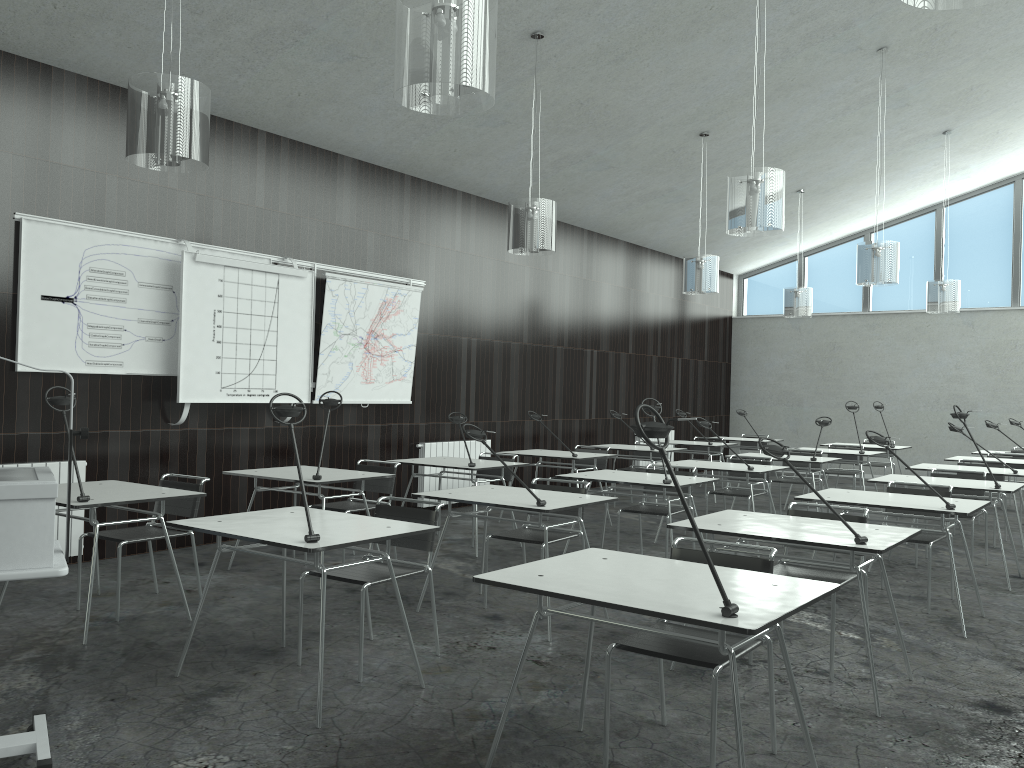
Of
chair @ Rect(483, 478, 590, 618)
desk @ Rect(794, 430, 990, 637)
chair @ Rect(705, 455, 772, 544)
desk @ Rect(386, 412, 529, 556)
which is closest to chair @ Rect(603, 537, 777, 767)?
chair @ Rect(483, 478, 590, 618)

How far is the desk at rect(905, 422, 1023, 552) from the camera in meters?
7.0

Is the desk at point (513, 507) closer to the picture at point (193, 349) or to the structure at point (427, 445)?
the picture at point (193, 349)

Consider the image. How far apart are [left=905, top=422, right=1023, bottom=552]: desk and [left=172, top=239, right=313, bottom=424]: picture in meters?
5.2

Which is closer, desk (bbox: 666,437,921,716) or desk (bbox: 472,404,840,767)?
desk (bbox: 472,404,840,767)

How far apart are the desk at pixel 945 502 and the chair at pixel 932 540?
0.2 meters

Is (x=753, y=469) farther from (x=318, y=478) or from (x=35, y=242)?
(x=35, y=242)

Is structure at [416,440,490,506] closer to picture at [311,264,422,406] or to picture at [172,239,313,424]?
picture at [311,264,422,406]

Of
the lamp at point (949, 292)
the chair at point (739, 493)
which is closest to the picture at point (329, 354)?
the chair at point (739, 493)

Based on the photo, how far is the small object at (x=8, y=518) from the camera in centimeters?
256cm
